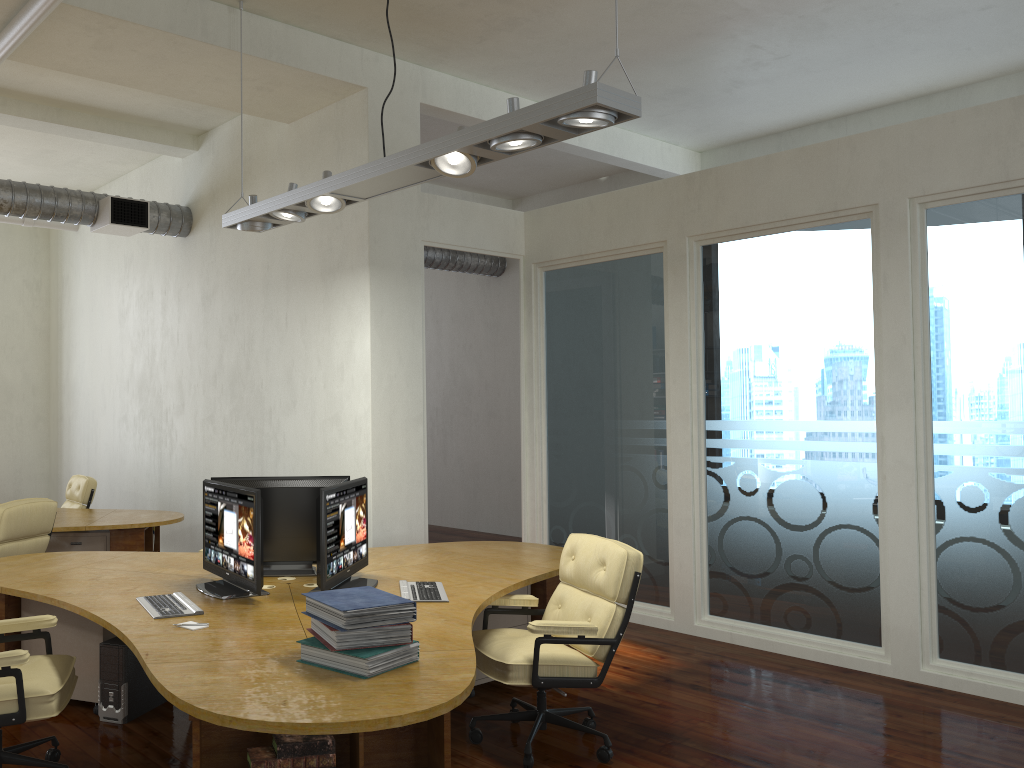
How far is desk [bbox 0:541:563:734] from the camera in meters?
2.8

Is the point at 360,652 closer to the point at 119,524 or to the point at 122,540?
the point at 119,524

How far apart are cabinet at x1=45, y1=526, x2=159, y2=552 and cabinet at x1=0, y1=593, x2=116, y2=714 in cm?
234

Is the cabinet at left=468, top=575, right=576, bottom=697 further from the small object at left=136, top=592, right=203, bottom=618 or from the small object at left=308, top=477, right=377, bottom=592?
the small object at left=136, top=592, right=203, bottom=618

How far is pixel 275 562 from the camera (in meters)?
5.07

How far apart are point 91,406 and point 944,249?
8.92m

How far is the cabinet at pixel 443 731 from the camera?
2.98m

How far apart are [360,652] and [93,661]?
2.35m

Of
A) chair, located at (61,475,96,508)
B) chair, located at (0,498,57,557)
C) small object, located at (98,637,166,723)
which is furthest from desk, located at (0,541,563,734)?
chair, located at (61,475,96,508)

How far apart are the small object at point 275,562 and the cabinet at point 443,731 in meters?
1.9 m
